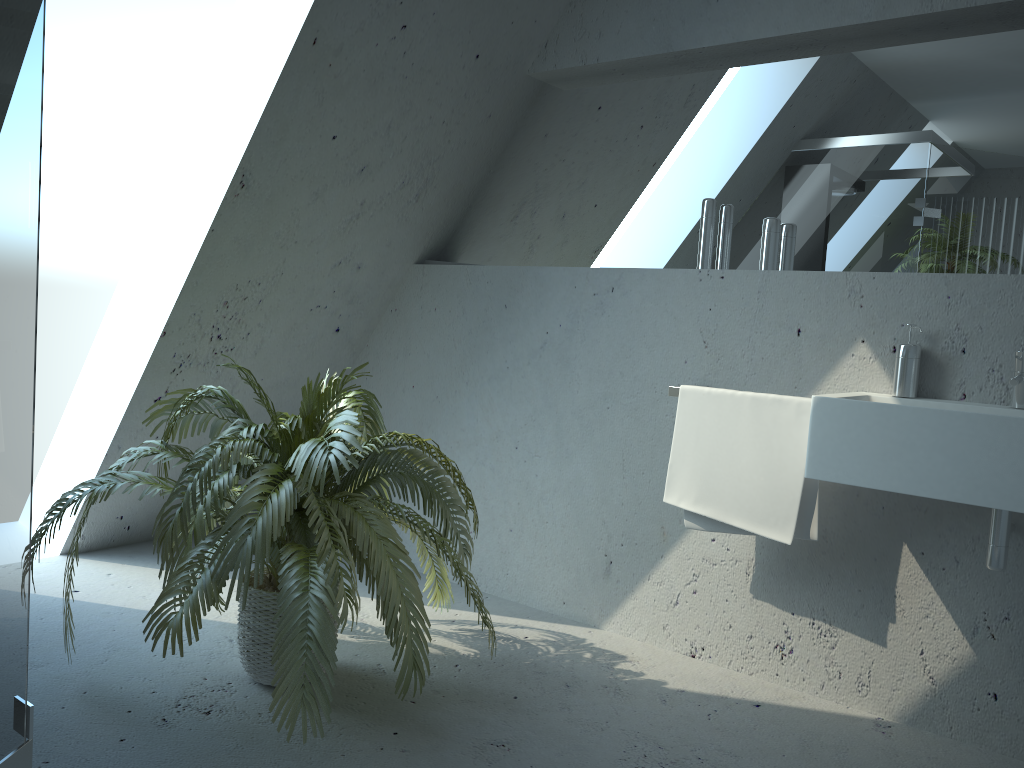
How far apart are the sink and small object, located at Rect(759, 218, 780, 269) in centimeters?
51cm

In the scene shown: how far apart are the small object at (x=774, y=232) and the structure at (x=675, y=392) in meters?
0.5

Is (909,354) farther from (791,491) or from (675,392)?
(675,392)

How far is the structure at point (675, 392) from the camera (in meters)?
2.61

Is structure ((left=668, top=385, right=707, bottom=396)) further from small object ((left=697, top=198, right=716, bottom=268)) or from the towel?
small object ((left=697, top=198, right=716, bottom=268))

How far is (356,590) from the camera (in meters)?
2.04

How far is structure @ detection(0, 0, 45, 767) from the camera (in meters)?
1.08

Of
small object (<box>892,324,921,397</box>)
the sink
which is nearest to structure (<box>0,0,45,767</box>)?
the sink

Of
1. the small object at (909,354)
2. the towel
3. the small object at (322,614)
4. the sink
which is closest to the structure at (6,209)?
the small object at (322,614)

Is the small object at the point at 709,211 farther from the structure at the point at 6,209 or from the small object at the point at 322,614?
the structure at the point at 6,209
